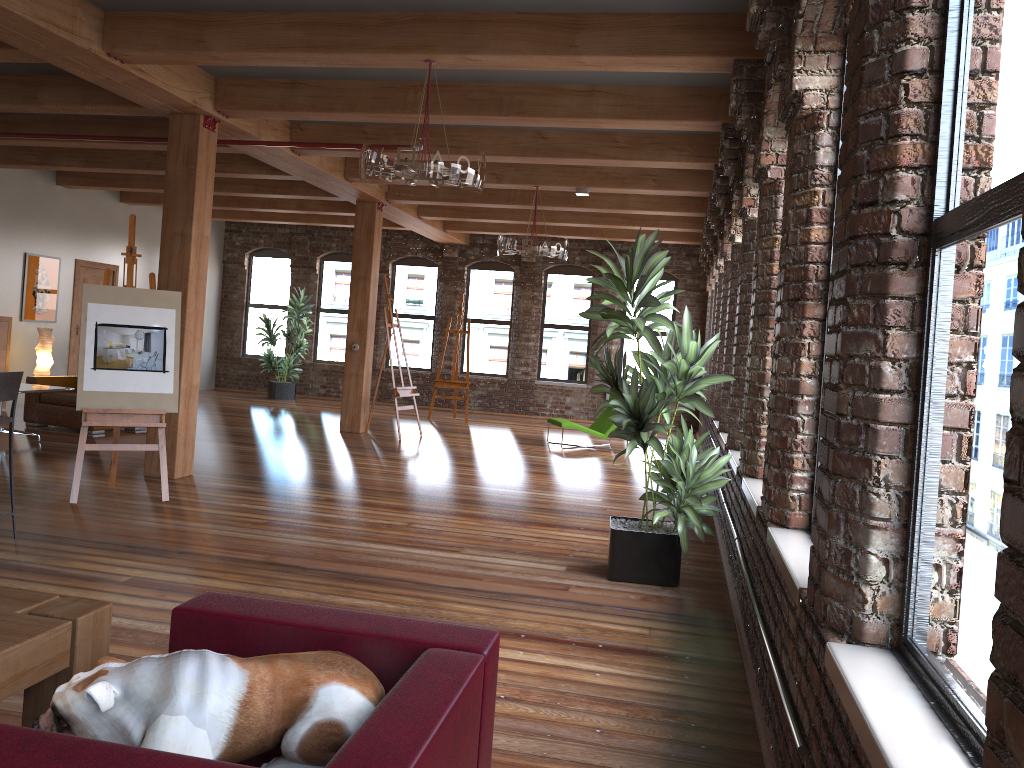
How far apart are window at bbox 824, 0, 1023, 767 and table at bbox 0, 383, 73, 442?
8.44m

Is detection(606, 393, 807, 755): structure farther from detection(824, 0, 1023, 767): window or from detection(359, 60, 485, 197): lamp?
detection(359, 60, 485, 197): lamp

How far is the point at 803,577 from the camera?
2.8 meters

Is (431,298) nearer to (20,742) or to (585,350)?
(585,350)

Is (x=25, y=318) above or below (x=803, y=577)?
above

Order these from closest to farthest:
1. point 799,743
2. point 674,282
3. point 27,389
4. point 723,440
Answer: point 799,743, point 723,440, point 27,389, point 674,282

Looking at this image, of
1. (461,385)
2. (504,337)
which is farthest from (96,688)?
(504,337)

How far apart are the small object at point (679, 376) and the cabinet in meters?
9.2 m

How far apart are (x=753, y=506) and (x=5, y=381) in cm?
419

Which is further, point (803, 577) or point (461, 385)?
point (461, 385)
